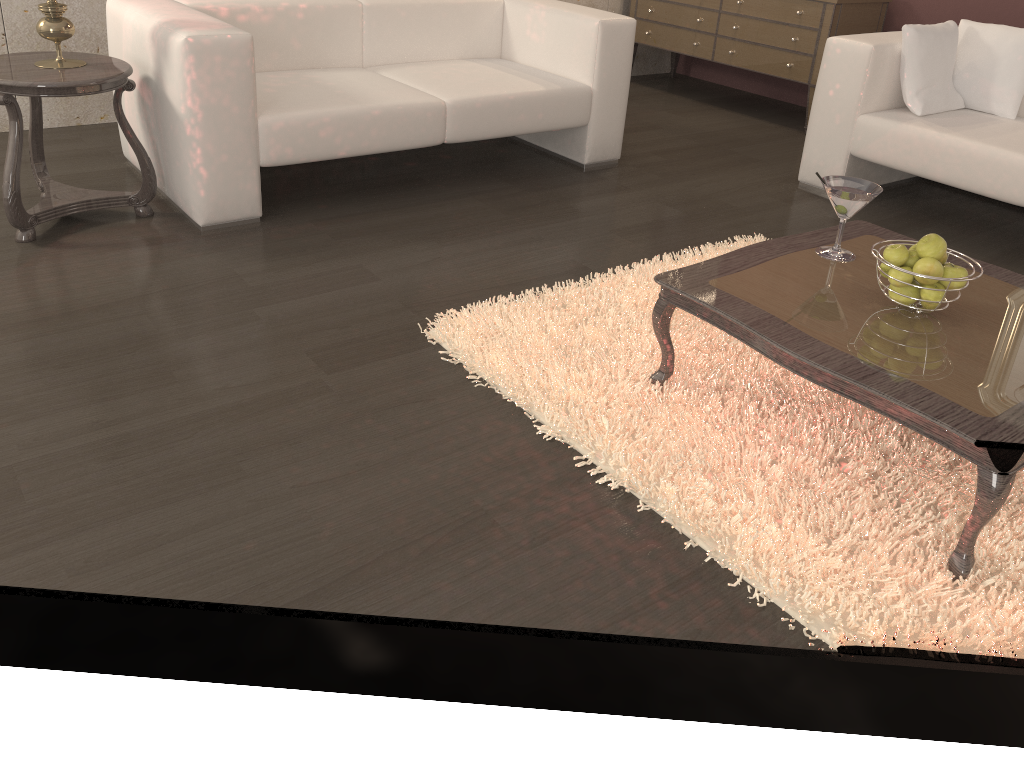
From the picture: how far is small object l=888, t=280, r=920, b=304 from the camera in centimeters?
195cm

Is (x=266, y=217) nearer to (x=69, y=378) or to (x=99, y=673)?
(x=69, y=378)

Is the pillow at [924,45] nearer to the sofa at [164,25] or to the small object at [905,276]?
the sofa at [164,25]

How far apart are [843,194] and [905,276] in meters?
0.3 m

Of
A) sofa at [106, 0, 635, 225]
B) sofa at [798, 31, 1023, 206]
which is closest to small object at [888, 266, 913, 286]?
sofa at [798, 31, 1023, 206]

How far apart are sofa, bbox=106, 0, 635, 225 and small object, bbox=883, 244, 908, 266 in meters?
1.9

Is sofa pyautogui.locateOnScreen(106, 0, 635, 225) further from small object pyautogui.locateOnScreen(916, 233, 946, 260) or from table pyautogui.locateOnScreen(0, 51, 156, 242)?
small object pyautogui.locateOnScreen(916, 233, 946, 260)

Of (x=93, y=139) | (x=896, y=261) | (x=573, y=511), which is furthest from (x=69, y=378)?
(x=93, y=139)

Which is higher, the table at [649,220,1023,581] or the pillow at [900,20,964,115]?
the pillow at [900,20,964,115]

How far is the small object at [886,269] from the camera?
2.0m
